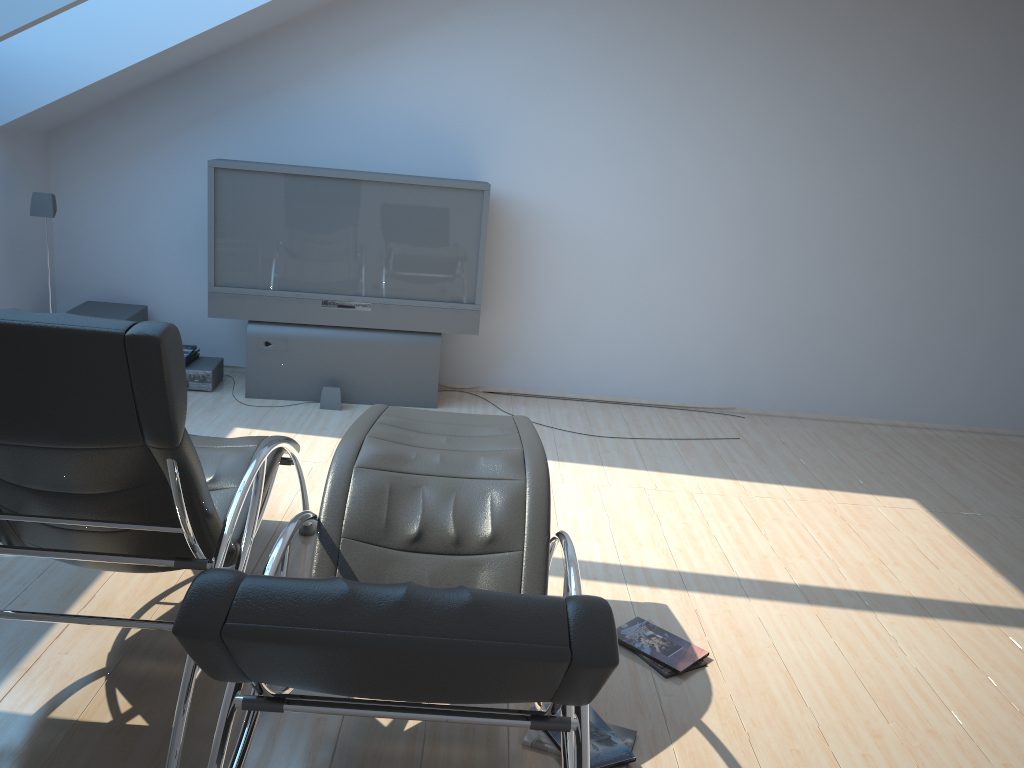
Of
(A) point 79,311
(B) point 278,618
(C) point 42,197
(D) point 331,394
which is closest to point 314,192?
(D) point 331,394

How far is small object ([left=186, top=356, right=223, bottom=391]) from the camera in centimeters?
561cm

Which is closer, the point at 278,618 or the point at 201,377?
the point at 278,618

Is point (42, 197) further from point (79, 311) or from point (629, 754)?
point (629, 754)

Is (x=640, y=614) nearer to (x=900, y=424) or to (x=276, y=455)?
(x=276, y=455)

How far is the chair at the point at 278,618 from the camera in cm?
147

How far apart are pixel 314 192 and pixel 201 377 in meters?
1.4 m

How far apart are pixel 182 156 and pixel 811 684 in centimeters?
488cm

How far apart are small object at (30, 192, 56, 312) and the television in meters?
0.9

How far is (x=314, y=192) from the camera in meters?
5.4 m
